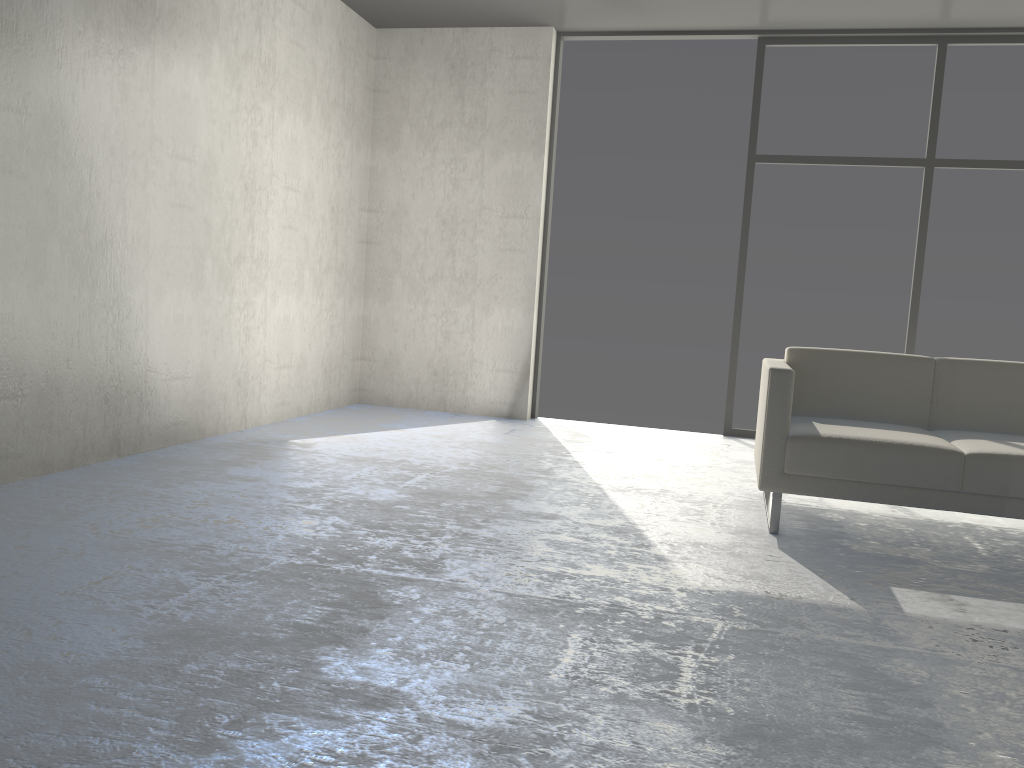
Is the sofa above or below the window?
below

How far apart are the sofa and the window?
1.7 meters

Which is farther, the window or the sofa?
the window

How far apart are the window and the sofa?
1.7m

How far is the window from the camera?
5.18m

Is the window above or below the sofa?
above

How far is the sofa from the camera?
2.99m

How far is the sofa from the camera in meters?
3.0 m

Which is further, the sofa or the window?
the window

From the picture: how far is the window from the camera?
5.2m
